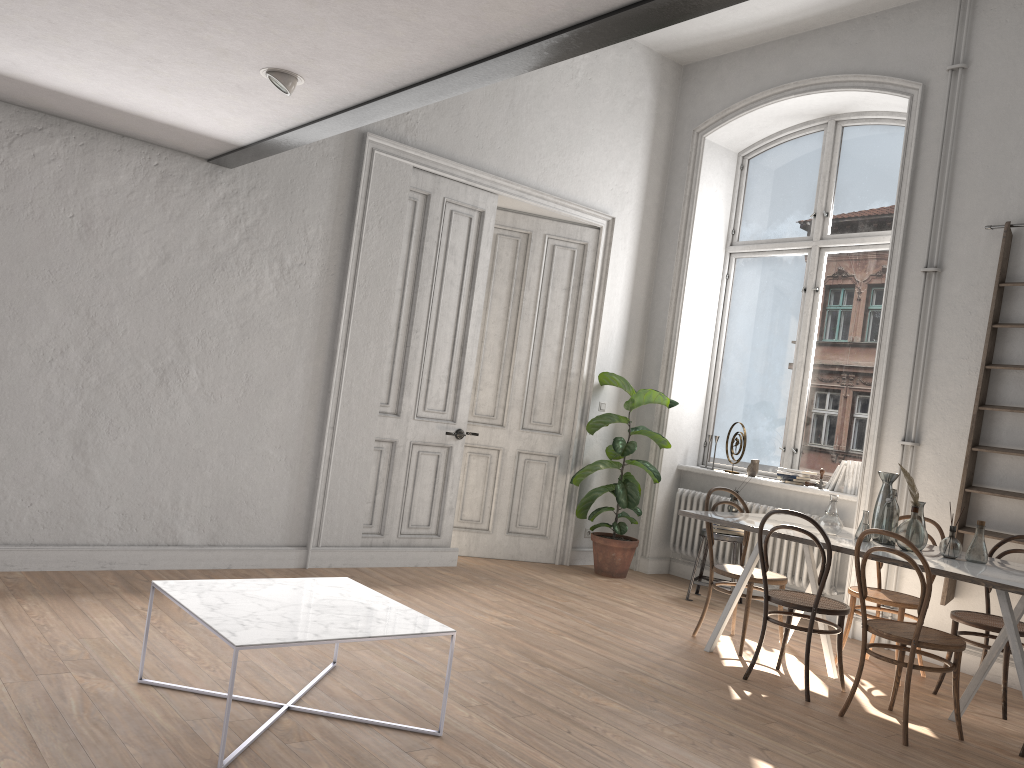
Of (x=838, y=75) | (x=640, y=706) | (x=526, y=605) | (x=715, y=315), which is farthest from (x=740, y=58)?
(x=640, y=706)

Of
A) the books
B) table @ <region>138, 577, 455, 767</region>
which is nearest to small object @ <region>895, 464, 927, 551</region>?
the books

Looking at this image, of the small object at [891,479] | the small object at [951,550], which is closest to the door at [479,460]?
the small object at [891,479]

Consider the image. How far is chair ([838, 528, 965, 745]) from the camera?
3.9 meters

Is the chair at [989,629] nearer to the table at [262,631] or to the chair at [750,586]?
the chair at [750,586]

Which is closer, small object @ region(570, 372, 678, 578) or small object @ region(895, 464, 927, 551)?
small object @ region(895, 464, 927, 551)

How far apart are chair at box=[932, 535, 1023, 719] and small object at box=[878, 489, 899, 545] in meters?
0.5

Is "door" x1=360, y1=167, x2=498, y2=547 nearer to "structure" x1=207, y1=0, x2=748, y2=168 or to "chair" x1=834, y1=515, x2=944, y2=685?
"structure" x1=207, y1=0, x2=748, y2=168

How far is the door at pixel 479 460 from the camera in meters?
7.2 m

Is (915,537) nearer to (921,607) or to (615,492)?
(921,607)
